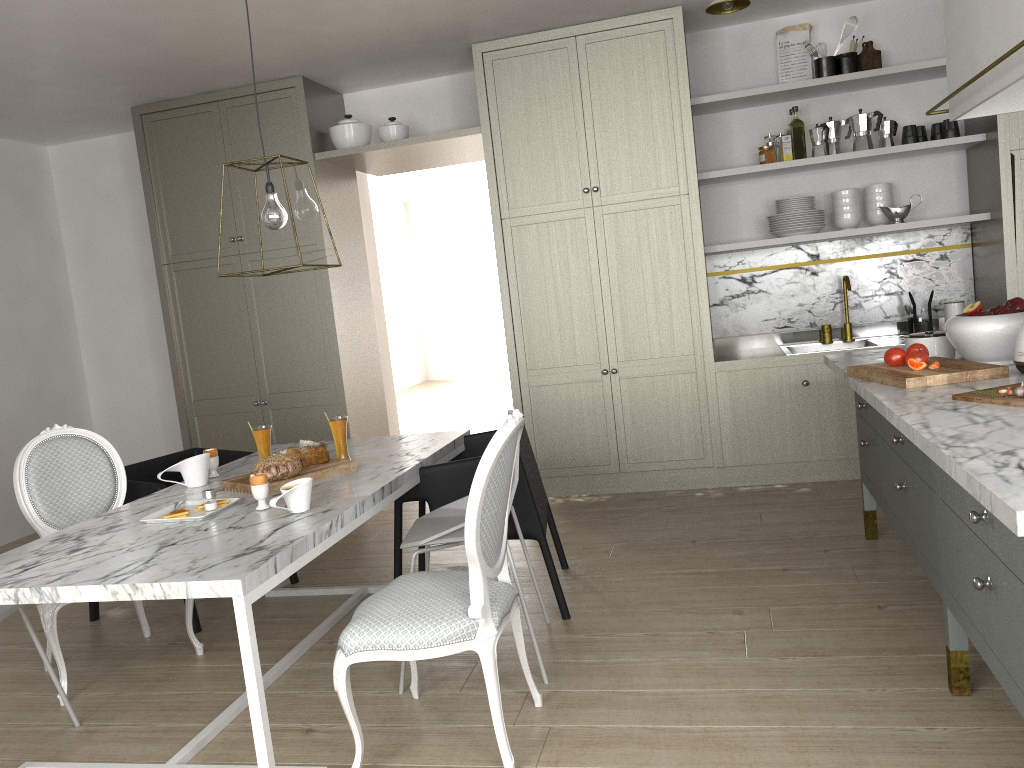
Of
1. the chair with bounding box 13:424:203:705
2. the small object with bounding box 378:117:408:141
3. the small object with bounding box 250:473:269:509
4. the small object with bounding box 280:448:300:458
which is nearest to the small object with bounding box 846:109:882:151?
the small object with bounding box 378:117:408:141

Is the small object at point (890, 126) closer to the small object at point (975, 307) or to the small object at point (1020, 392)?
the small object at point (975, 307)

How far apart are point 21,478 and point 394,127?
2.7 meters

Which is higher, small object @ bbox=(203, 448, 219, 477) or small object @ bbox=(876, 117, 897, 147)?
small object @ bbox=(876, 117, 897, 147)

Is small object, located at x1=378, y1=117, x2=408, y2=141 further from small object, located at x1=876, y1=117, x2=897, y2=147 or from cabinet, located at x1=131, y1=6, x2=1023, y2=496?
small object, located at x1=876, y1=117, x2=897, y2=147

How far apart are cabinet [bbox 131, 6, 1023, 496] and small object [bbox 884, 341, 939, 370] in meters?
1.6

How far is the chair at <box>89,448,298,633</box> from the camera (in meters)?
3.27

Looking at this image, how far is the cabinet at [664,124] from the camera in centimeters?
436cm

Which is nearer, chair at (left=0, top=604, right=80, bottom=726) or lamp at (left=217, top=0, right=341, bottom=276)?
chair at (left=0, top=604, right=80, bottom=726)

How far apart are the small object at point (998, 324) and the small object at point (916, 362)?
0.12m
